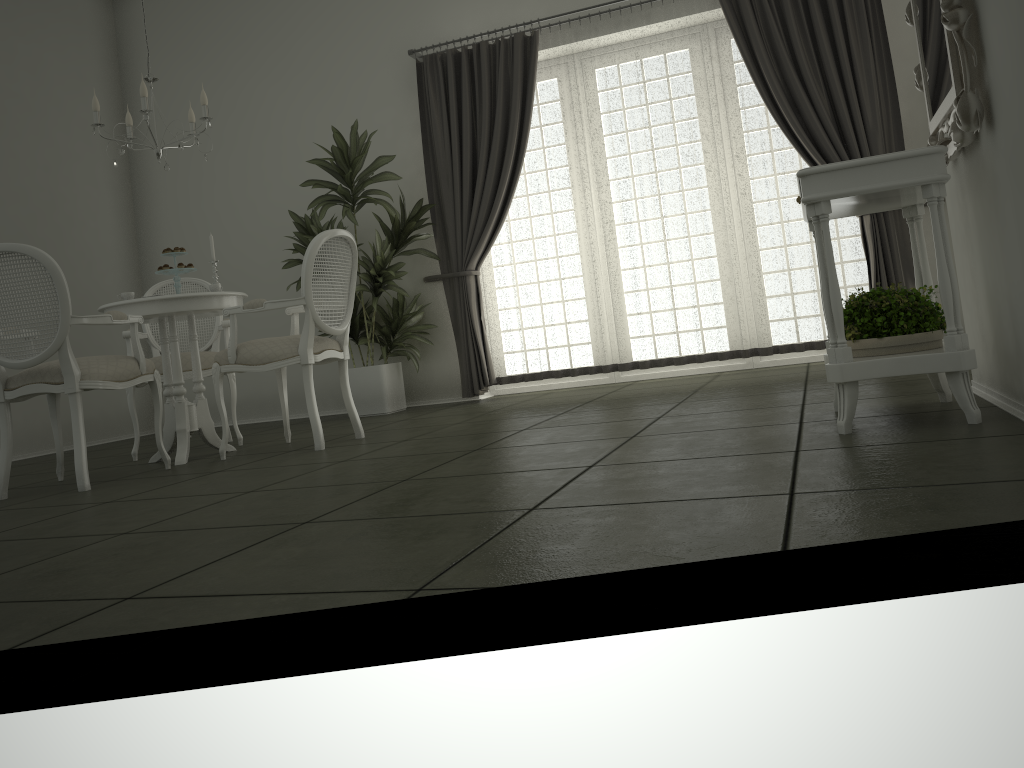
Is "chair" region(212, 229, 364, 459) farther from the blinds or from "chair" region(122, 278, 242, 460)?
the blinds

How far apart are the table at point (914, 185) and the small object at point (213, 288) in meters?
3.0

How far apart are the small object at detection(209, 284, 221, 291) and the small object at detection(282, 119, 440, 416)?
1.49m

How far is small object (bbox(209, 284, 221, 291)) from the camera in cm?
456

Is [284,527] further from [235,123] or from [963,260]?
[235,123]

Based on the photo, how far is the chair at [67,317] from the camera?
3.7 meters

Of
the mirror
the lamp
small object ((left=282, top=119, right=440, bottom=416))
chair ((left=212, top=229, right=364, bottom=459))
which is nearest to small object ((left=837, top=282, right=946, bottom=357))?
the mirror

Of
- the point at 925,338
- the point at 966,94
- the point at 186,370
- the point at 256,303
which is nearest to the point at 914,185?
the point at 966,94

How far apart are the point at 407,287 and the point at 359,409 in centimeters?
107cm

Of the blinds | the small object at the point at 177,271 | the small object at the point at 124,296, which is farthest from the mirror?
the small object at the point at 124,296
